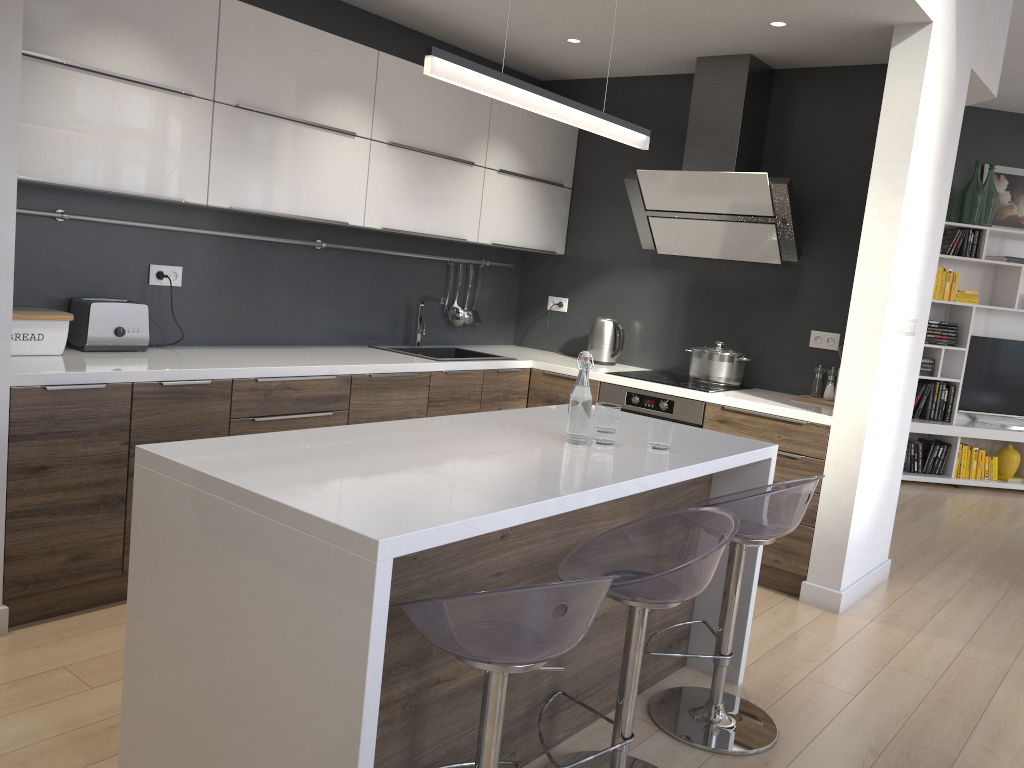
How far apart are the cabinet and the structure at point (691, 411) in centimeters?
3cm

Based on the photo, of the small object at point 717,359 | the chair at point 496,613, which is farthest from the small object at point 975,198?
the chair at point 496,613

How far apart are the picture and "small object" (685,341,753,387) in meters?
3.9

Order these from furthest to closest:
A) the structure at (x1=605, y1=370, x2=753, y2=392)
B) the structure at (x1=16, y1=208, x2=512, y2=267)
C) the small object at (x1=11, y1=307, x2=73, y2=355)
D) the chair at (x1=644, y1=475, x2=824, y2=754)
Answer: the structure at (x1=605, y1=370, x2=753, y2=392)
the structure at (x1=16, y1=208, x2=512, y2=267)
the small object at (x1=11, y1=307, x2=73, y2=355)
the chair at (x1=644, y1=475, x2=824, y2=754)

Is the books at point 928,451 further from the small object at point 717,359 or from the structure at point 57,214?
the structure at point 57,214

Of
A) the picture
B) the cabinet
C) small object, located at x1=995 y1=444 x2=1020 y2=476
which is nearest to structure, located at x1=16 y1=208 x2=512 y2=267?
the cabinet

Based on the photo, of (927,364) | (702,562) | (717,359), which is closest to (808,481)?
(702,562)

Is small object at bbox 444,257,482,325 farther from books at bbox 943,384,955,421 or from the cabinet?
books at bbox 943,384,955,421

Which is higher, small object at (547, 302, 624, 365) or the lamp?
the lamp

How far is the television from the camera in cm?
719
